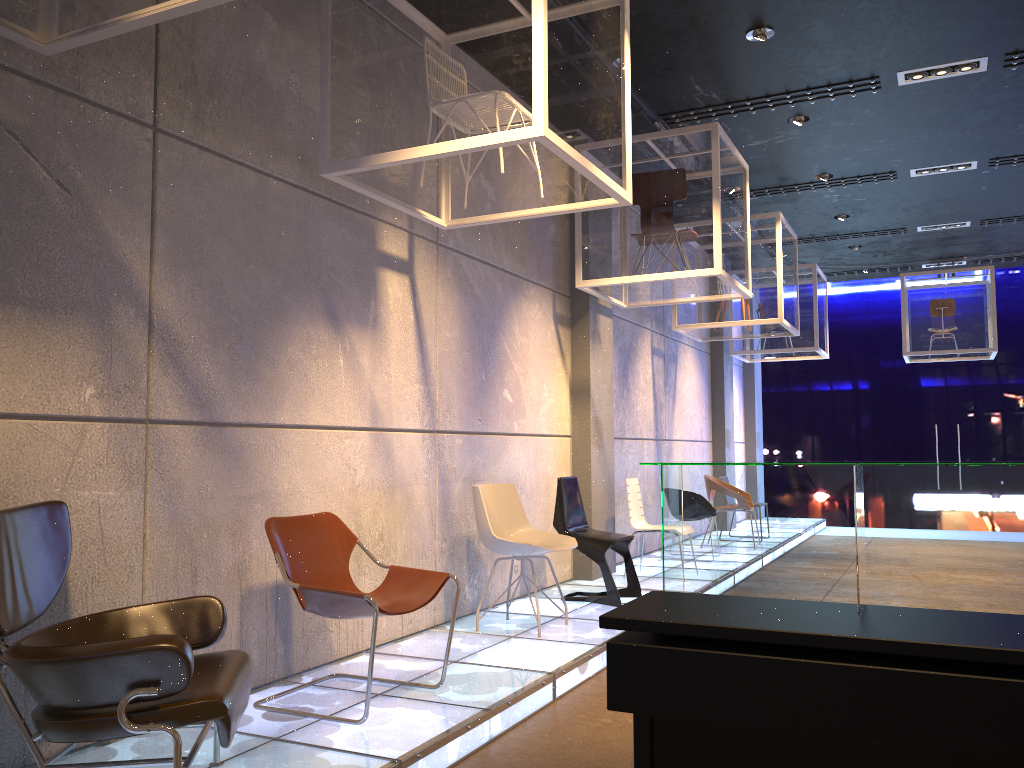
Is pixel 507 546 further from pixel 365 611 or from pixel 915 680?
pixel 915 680

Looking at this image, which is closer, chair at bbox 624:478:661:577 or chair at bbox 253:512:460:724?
chair at bbox 253:512:460:724

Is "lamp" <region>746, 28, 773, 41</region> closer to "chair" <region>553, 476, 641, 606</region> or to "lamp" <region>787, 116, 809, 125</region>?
"lamp" <region>787, 116, 809, 125</region>

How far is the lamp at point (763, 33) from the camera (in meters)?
5.92

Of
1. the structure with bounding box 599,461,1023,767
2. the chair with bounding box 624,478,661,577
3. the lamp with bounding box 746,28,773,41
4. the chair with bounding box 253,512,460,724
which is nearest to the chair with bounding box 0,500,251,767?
the chair with bounding box 253,512,460,724

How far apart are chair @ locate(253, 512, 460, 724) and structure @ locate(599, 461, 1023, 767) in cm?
143

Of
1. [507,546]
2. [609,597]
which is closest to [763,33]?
[507,546]

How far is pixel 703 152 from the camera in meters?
6.9 m

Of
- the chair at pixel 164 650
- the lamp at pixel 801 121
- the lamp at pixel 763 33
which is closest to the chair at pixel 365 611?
the chair at pixel 164 650

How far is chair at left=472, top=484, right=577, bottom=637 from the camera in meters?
5.4
